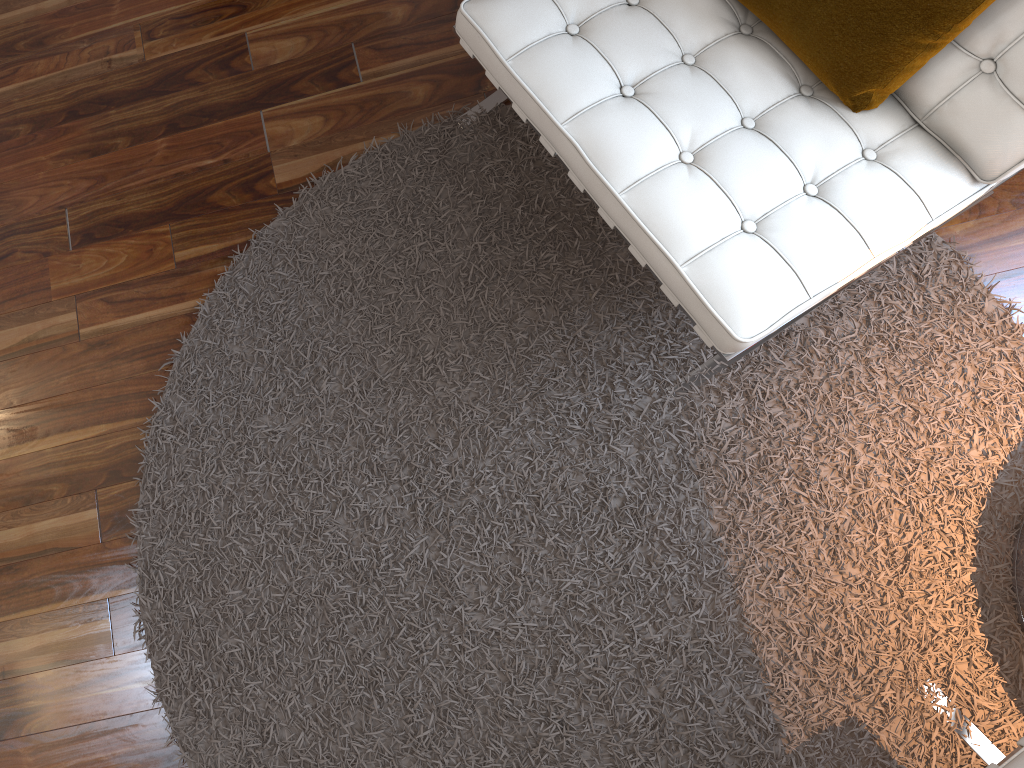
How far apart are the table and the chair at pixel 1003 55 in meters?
0.5

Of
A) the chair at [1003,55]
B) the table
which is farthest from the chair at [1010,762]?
the chair at [1003,55]

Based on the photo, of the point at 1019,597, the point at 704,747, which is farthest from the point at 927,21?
the point at 704,747

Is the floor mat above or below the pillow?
below

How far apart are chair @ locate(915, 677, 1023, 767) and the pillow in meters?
0.9 m

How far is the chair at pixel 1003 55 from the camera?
1.2m

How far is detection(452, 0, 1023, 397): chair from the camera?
1.2 meters

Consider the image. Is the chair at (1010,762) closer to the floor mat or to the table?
the floor mat

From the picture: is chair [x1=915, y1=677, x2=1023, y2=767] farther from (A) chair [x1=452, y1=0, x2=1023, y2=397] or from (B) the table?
(A) chair [x1=452, y1=0, x2=1023, y2=397]

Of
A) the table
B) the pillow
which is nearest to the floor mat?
the table
